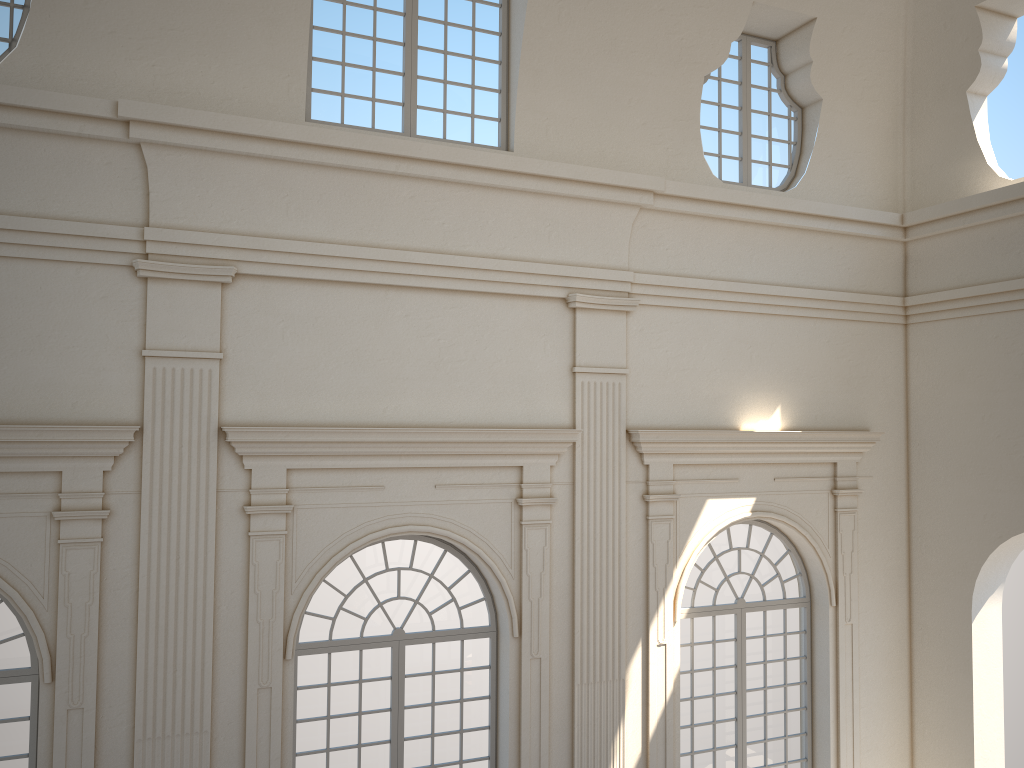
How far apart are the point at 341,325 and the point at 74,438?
2.52m

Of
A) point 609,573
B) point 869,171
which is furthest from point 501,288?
point 869,171

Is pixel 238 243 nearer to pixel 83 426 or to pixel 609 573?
pixel 83 426
